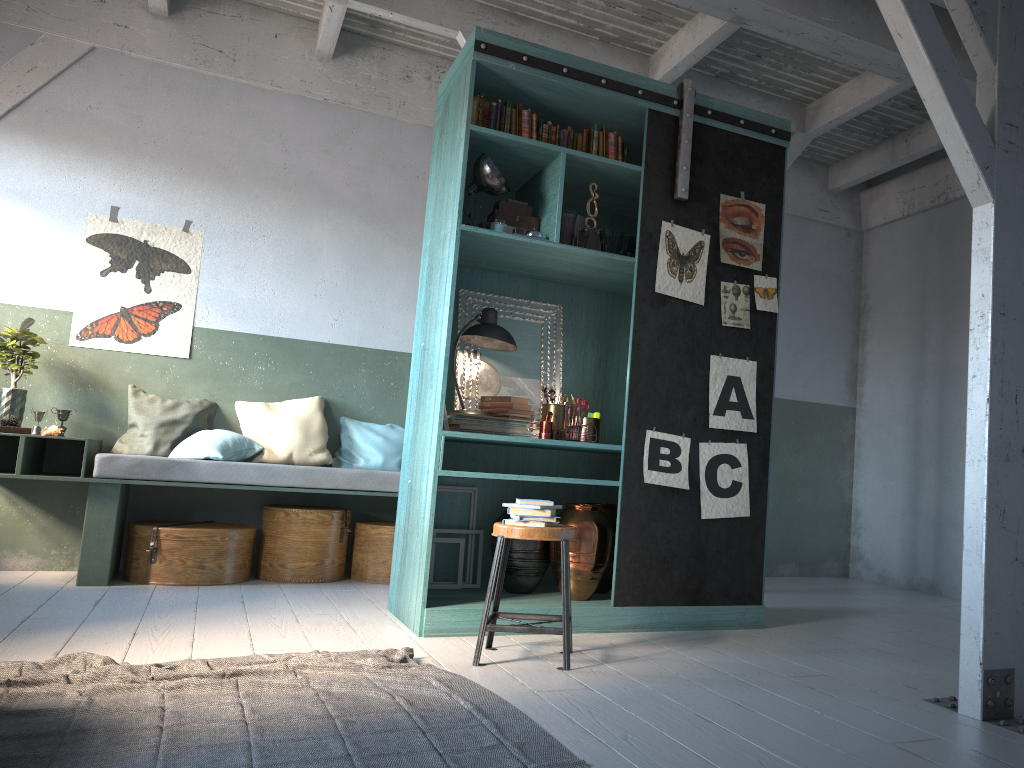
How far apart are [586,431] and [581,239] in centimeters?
114cm

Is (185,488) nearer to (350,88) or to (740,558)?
(350,88)

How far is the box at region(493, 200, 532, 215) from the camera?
5.3 meters

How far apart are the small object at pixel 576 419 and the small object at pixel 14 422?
3.9 meters

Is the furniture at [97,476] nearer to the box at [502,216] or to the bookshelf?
the bookshelf

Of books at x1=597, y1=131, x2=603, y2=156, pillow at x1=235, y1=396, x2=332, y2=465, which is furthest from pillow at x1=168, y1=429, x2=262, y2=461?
books at x1=597, y1=131, x2=603, y2=156

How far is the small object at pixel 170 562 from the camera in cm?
618

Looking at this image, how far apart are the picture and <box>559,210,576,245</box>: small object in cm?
56

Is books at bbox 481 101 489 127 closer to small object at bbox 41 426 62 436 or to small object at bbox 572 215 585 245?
small object at bbox 572 215 585 245

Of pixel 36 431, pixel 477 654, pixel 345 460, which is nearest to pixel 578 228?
pixel 477 654
